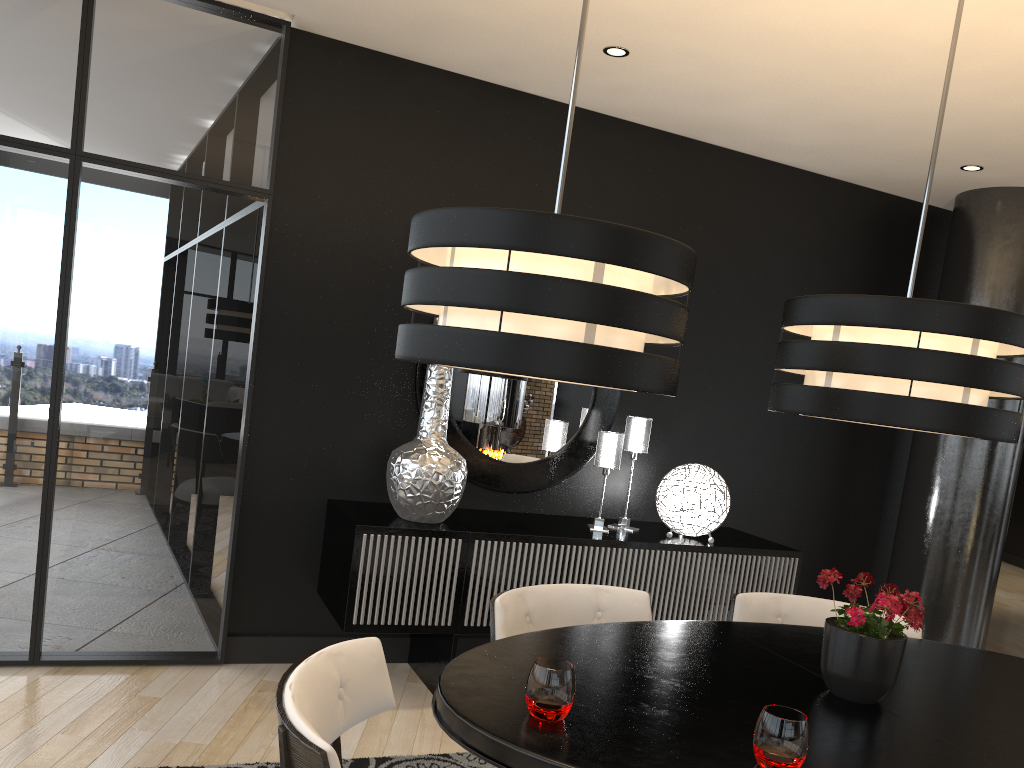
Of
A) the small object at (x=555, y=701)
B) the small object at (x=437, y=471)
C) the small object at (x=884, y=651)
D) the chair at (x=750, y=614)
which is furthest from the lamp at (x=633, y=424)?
the small object at (x=555, y=701)

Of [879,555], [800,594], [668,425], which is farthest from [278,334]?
[879,555]

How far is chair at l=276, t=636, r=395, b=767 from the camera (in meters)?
1.38

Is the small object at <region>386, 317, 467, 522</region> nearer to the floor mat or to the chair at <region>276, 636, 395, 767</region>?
the floor mat

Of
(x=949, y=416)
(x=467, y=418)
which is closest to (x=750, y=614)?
(x=949, y=416)

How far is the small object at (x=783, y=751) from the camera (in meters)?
1.53

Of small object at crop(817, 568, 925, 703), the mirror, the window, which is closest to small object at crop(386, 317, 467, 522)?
the mirror

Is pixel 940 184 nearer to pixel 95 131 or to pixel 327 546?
pixel 327 546

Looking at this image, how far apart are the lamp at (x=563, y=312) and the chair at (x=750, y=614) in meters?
1.4

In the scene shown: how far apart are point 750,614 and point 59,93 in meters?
3.2 m
